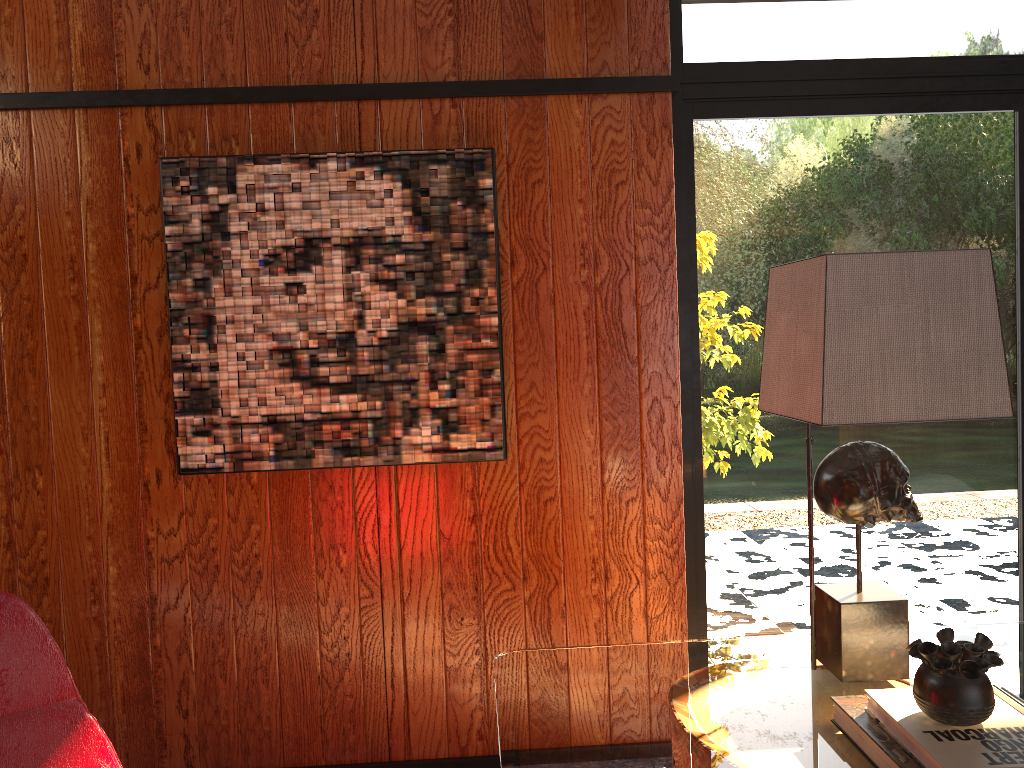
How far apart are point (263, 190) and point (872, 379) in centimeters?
168cm

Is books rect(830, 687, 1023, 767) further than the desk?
No

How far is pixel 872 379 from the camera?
1.42m

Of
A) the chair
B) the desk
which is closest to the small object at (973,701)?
the desk

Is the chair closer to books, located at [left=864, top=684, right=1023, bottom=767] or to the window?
books, located at [left=864, top=684, right=1023, bottom=767]

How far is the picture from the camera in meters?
2.4

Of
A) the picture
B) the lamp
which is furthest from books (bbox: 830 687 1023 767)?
the picture

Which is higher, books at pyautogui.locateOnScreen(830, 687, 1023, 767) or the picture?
the picture

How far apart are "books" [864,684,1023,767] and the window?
1.3m

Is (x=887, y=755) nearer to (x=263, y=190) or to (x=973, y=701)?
(x=973, y=701)
